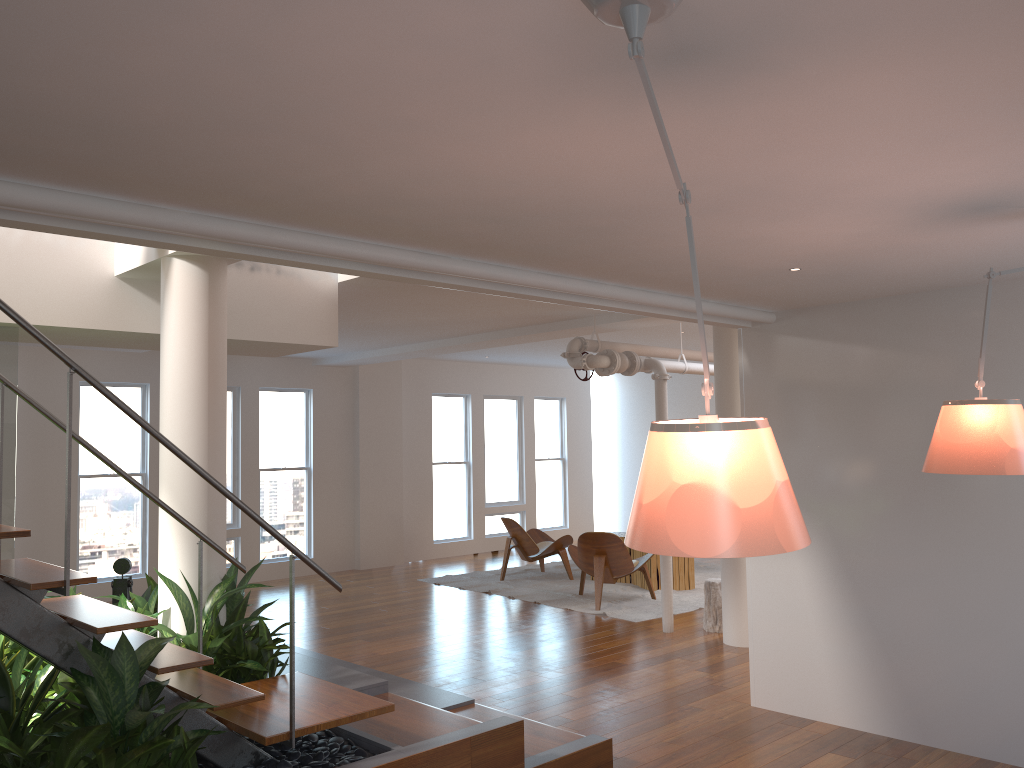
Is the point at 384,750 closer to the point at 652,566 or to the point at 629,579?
the point at 652,566

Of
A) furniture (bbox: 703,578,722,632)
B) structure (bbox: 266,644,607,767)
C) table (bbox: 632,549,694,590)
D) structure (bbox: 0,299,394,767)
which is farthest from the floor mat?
structure (bbox: 0,299,394,767)

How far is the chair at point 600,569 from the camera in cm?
847

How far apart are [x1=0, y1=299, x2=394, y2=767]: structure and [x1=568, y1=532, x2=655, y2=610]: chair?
4.7m

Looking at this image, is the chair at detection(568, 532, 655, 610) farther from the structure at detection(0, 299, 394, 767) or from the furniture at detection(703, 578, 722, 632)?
the structure at detection(0, 299, 394, 767)

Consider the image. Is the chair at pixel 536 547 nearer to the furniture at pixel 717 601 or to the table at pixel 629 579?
the table at pixel 629 579

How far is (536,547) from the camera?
10.21m

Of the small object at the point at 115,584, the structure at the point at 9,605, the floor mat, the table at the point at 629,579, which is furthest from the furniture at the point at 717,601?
the small object at the point at 115,584

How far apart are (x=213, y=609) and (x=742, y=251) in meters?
2.9

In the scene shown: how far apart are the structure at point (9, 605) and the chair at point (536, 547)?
6.2m
